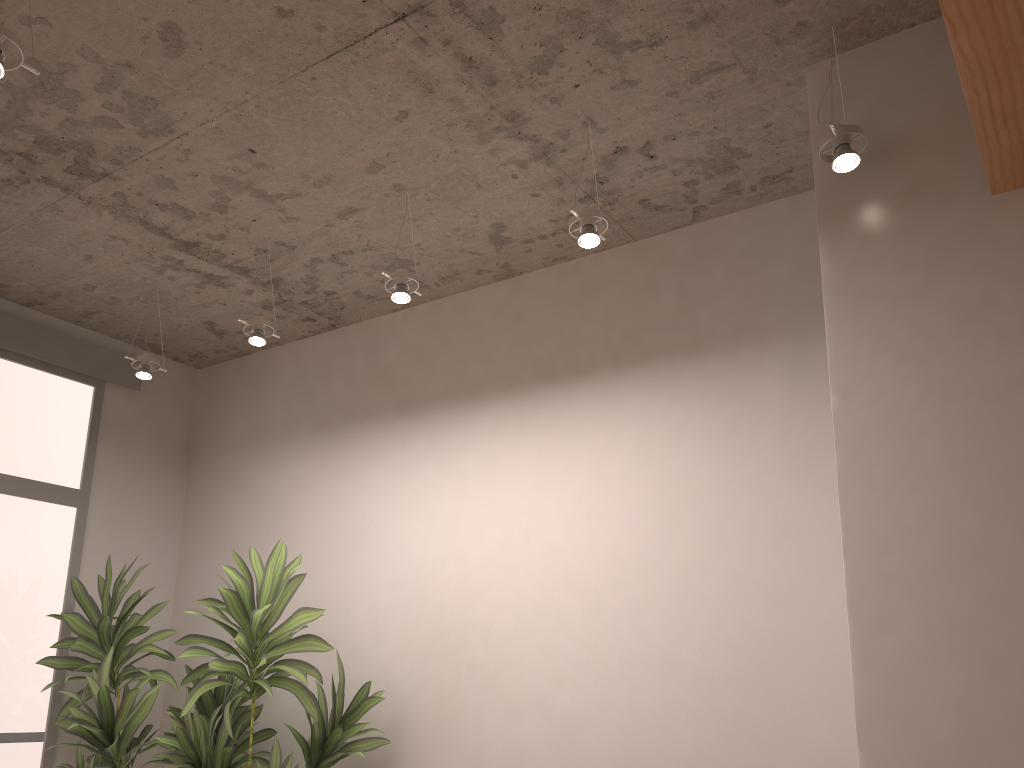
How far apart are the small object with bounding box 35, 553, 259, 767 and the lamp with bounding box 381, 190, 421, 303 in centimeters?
199cm

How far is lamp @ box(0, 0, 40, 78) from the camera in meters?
2.2 m

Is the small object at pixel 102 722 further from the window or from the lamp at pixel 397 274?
the lamp at pixel 397 274

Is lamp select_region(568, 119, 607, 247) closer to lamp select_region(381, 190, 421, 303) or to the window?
lamp select_region(381, 190, 421, 303)

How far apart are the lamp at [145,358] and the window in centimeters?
70cm

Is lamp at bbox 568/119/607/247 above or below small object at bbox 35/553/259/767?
above

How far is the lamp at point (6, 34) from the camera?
2.20m

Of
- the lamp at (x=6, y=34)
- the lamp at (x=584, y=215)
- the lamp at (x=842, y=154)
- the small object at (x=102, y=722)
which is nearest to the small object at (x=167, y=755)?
the small object at (x=102, y=722)

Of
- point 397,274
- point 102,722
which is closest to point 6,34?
point 397,274

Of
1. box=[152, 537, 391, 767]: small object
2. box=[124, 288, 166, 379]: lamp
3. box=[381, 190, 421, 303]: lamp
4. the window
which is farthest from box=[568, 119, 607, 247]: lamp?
the window
